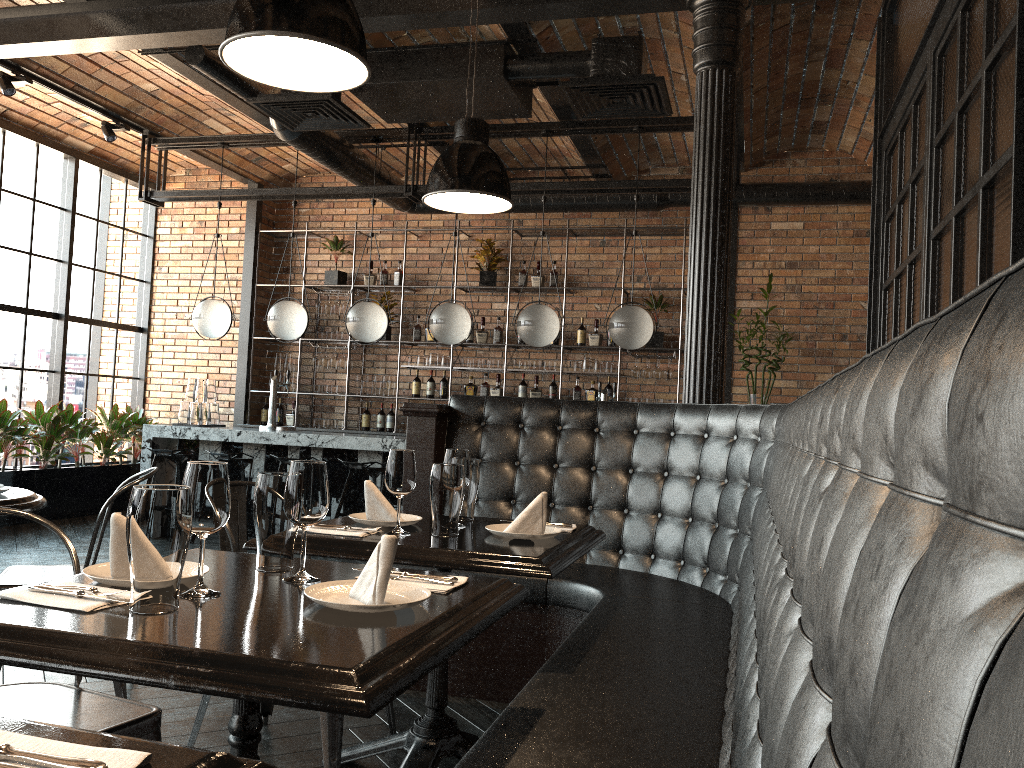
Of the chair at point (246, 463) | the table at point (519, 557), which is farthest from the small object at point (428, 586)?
the chair at point (246, 463)

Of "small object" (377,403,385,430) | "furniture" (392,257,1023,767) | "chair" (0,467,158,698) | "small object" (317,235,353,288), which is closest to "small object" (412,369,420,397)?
"small object" (377,403,385,430)

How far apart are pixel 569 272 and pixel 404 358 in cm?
197

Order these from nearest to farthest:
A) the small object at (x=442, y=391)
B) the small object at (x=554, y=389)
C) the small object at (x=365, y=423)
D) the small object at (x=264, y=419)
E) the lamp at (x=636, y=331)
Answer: the lamp at (x=636, y=331) → the small object at (x=554, y=389) → the small object at (x=442, y=391) → the small object at (x=365, y=423) → the small object at (x=264, y=419)

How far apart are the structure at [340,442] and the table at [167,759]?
5.9 meters

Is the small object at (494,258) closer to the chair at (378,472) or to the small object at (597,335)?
the small object at (597,335)

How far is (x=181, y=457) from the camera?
7.31m

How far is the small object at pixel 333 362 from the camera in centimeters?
926cm

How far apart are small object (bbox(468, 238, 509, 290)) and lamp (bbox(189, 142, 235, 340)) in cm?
252

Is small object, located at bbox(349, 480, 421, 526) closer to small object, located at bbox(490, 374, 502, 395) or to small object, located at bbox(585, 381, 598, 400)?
small object, located at bbox(585, 381, 598, 400)
